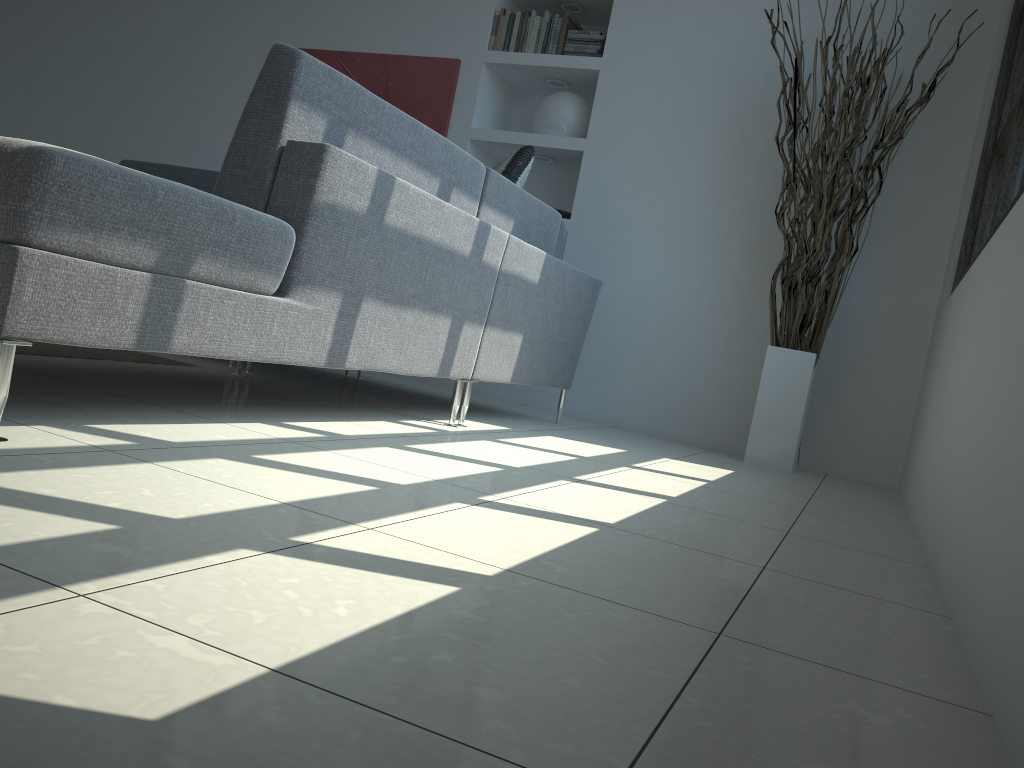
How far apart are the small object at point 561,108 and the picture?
0.47m

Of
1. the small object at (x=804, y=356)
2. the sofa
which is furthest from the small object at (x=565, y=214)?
the small object at (x=804, y=356)

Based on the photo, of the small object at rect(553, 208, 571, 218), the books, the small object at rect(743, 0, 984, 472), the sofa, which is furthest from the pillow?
the books

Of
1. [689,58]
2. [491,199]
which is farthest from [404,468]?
[689,58]

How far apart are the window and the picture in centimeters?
262cm

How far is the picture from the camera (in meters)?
4.77

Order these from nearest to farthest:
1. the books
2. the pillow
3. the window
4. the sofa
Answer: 1. the sofa
2. the window
3. the pillow
4. the books

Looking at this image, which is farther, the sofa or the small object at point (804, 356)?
the small object at point (804, 356)

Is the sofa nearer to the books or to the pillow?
the pillow

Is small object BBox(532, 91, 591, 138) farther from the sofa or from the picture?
the sofa
